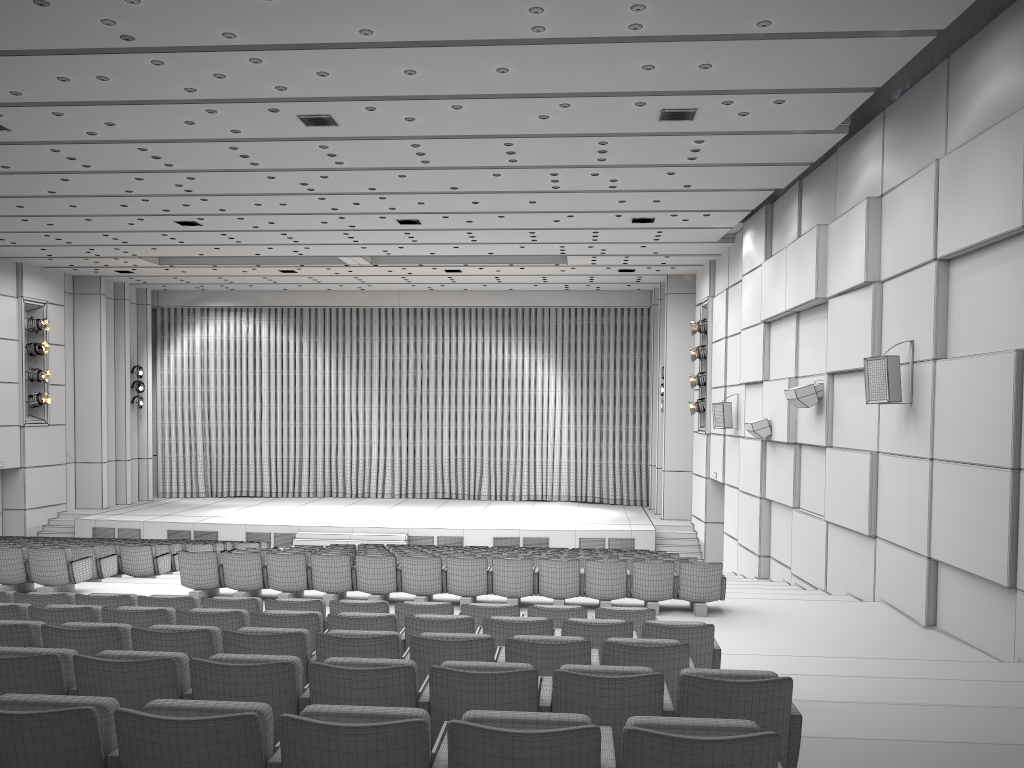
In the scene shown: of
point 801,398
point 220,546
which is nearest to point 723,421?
point 801,398

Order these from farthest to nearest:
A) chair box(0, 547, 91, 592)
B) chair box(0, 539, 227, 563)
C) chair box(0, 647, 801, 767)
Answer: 1. chair box(0, 539, 227, 563)
2. chair box(0, 547, 91, 592)
3. chair box(0, 647, 801, 767)

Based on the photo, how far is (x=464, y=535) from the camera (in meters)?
21.67

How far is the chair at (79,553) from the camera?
11.9m

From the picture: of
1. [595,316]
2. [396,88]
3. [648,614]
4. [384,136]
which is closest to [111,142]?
[384,136]

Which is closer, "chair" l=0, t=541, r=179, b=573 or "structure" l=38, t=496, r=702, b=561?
"chair" l=0, t=541, r=179, b=573

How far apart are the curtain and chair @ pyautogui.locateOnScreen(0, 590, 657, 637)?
20.4 meters

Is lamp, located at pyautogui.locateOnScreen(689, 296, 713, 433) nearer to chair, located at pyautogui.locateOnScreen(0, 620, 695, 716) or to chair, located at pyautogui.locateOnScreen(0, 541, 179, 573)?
chair, located at pyautogui.locateOnScreen(0, 541, 179, 573)

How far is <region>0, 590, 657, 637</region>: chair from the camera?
7.0 meters

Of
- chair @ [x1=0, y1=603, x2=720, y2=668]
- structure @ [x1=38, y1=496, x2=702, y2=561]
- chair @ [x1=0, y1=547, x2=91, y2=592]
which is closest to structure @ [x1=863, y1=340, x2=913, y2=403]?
chair @ [x1=0, y1=603, x2=720, y2=668]
